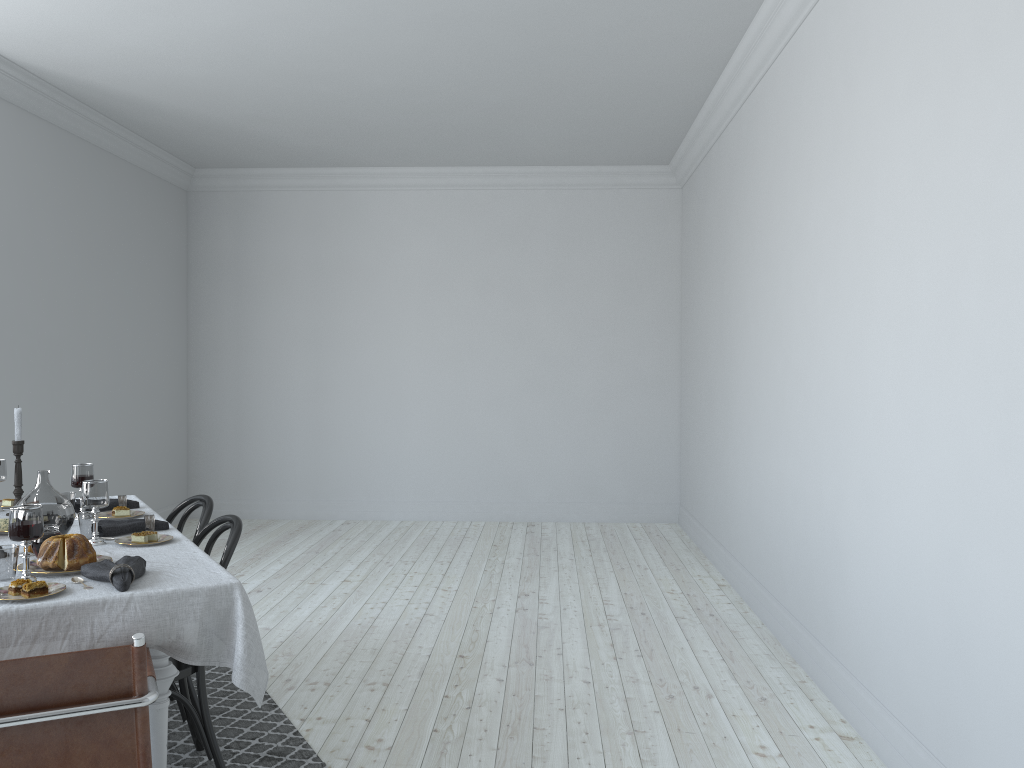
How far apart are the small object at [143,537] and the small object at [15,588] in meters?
0.7 m

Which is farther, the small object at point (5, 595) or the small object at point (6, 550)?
the small object at point (6, 550)

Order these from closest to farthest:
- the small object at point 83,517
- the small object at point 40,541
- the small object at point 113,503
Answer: the small object at point 40,541 < the small object at point 83,517 < the small object at point 113,503

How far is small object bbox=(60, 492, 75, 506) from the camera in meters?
3.5 m

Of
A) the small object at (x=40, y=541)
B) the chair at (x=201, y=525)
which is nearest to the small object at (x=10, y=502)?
the chair at (x=201, y=525)

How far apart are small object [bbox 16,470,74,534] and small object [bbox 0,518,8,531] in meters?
0.3

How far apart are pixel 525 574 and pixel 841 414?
3.0 meters

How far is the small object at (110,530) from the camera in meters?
3.1

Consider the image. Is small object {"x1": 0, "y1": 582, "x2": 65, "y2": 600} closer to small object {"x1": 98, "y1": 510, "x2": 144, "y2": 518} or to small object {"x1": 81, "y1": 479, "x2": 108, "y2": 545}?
small object {"x1": 81, "y1": 479, "x2": 108, "y2": 545}

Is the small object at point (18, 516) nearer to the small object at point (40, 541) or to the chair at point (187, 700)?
the small object at point (40, 541)
